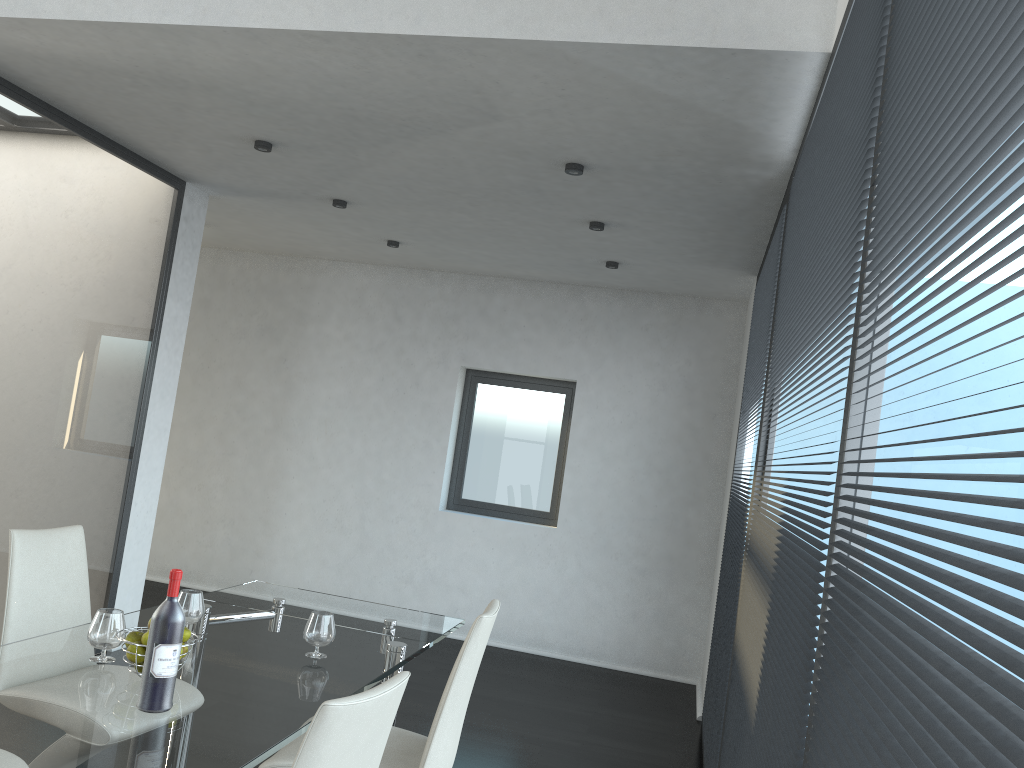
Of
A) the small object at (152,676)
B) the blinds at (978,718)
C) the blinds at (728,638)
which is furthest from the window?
the blinds at (978,718)

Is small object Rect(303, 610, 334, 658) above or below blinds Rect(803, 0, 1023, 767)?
below

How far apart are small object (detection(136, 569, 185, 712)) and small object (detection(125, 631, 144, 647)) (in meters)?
0.26

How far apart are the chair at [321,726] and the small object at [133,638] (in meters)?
0.84

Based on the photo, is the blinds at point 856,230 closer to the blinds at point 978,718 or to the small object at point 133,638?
the blinds at point 978,718

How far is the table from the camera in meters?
1.8

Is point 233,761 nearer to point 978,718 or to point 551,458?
point 978,718

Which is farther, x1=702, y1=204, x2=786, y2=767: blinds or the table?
x1=702, y1=204, x2=786, y2=767: blinds

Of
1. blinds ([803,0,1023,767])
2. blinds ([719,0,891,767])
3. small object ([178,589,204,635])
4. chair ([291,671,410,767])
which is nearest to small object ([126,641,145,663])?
small object ([178,589,204,635])

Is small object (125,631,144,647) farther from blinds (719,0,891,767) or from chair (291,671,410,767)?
blinds (719,0,891,767)
